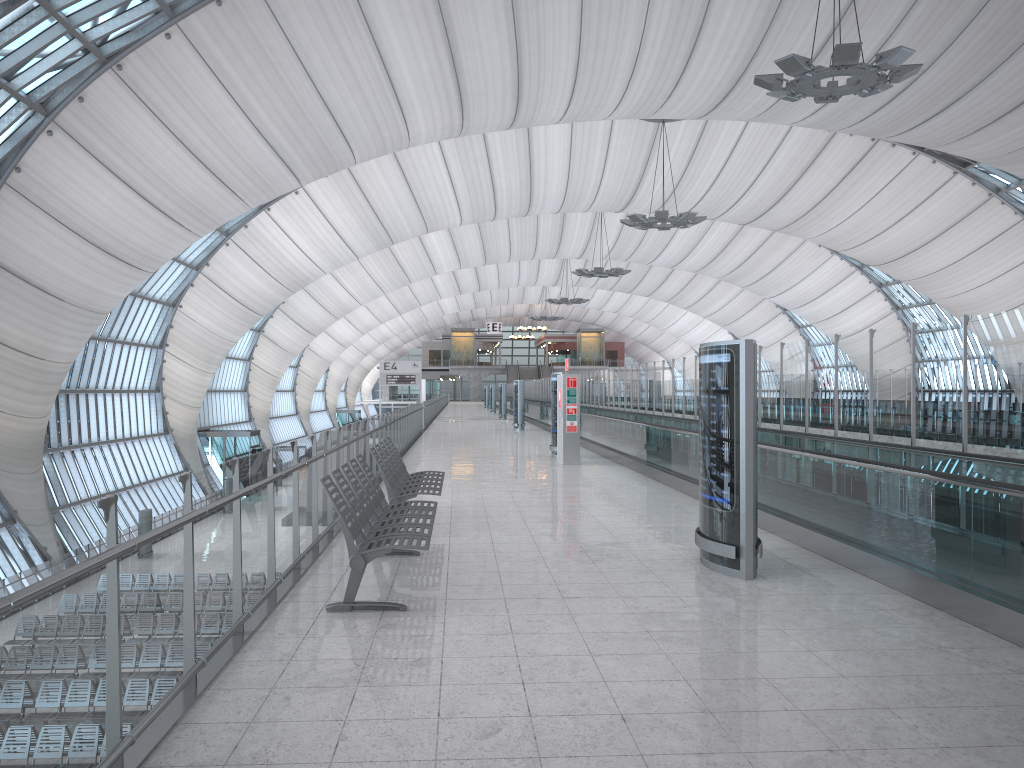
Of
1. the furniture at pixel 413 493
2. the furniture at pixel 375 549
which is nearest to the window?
the furniture at pixel 413 493

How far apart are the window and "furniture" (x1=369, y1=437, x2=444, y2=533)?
15.7m

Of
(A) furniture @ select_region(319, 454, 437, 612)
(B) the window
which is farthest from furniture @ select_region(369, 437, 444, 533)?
(B) the window

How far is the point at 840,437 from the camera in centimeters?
1073cm

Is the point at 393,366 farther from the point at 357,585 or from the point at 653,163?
the point at 357,585

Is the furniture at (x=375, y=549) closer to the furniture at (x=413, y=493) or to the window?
the furniture at (x=413, y=493)

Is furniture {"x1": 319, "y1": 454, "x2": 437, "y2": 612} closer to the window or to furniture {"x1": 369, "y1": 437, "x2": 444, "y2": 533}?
furniture {"x1": 369, "y1": 437, "x2": 444, "y2": 533}

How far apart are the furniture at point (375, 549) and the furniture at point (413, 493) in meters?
0.6

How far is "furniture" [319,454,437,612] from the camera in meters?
5.8 m

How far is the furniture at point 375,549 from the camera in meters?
5.8
